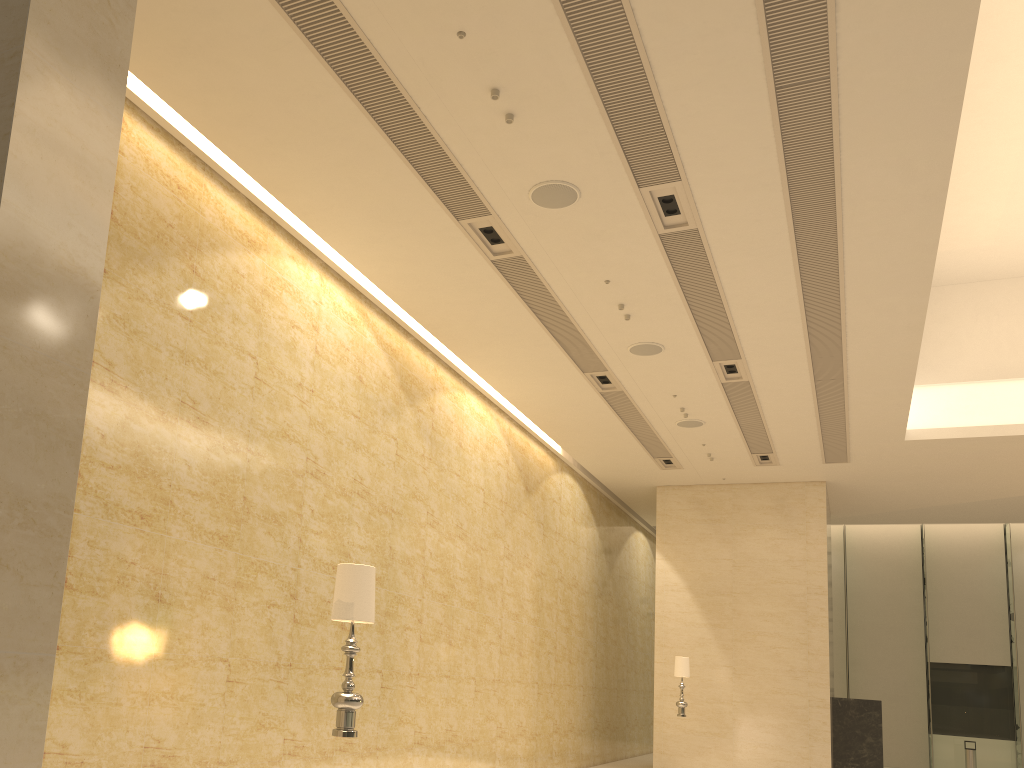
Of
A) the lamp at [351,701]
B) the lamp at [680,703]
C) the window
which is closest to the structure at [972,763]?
the window

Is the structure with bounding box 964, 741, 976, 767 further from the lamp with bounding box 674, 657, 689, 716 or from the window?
the lamp with bounding box 674, 657, 689, 716

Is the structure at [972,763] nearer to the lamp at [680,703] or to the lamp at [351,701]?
the lamp at [680,703]

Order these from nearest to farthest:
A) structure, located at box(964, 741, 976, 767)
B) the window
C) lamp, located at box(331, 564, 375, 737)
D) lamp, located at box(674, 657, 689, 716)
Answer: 1. lamp, located at box(331, 564, 375, 737)
2. lamp, located at box(674, 657, 689, 716)
3. structure, located at box(964, 741, 976, 767)
4. the window

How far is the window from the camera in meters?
24.2 m

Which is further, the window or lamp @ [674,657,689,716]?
the window

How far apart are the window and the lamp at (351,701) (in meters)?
24.91

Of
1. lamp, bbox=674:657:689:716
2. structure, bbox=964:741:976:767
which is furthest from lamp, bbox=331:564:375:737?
structure, bbox=964:741:976:767

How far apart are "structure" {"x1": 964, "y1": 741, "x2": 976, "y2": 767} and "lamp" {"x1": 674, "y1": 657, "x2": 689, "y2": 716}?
13.0m

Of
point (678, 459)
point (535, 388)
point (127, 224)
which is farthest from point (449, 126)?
point (678, 459)
